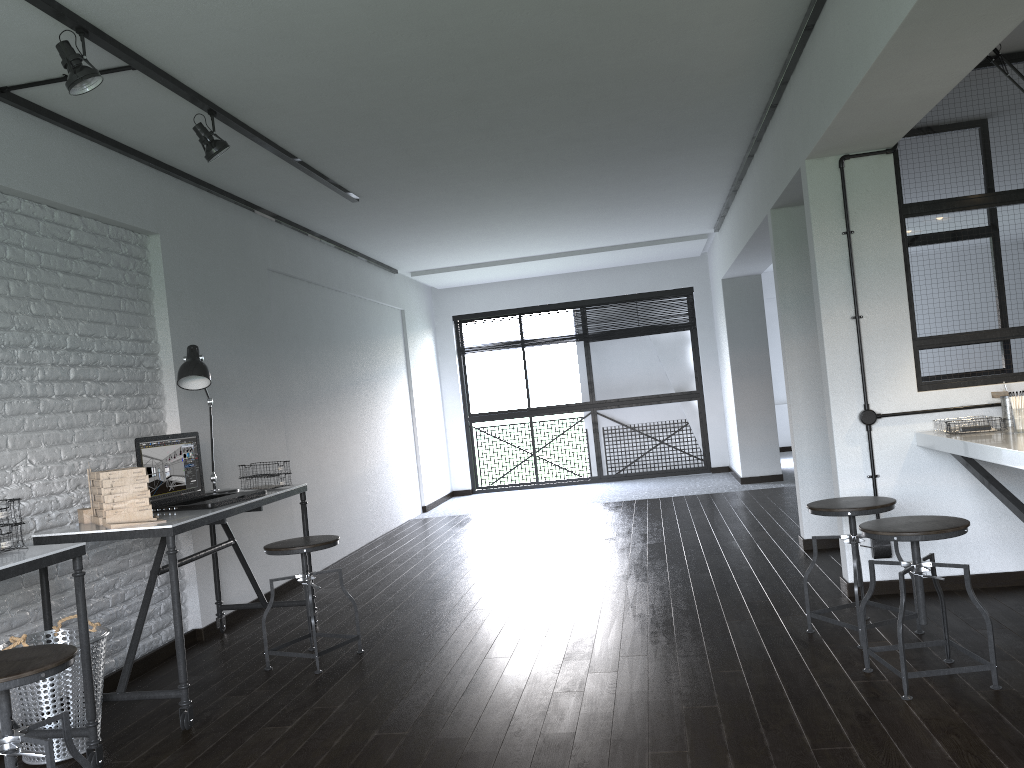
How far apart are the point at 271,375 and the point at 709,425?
5.5 meters

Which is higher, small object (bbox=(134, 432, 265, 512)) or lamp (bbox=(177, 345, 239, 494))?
lamp (bbox=(177, 345, 239, 494))

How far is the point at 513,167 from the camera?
5.3 meters

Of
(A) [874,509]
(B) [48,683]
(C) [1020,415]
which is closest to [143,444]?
(B) [48,683]

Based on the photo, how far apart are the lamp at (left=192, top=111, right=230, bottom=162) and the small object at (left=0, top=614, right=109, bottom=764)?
1.9m

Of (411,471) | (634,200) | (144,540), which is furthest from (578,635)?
(411,471)

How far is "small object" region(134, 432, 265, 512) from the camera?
3.7 meters

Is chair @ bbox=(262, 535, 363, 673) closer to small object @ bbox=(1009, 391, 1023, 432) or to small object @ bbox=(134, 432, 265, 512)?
small object @ bbox=(134, 432, 265, 512)

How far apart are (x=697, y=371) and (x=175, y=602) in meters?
7.4

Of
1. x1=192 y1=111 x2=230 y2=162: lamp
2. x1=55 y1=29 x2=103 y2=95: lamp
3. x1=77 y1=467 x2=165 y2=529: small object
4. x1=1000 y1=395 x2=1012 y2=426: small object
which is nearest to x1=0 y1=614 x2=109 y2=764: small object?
x1=77 y1=467 x2=165 y2=529: small object
